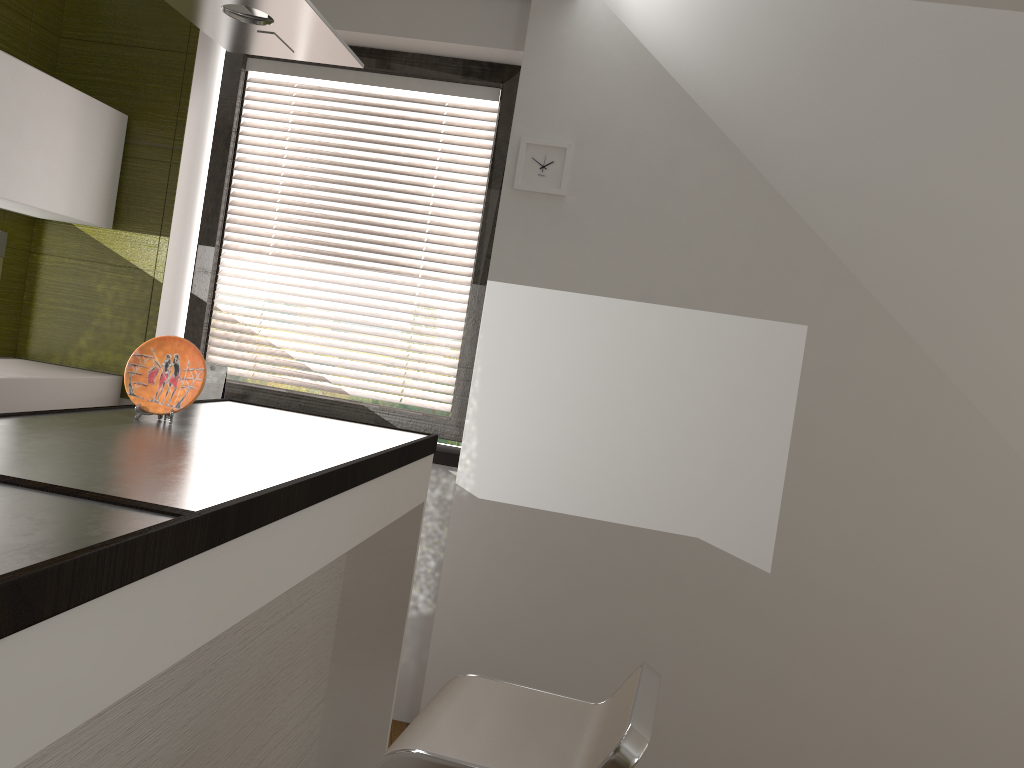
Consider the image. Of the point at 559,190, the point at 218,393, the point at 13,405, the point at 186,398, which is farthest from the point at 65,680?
the point at 218,393

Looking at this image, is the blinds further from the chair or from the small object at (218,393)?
the chair

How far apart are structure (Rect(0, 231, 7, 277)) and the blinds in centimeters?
77cm

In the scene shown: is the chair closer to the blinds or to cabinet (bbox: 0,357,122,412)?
the blinds

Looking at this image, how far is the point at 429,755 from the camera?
1.43m

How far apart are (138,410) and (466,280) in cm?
167

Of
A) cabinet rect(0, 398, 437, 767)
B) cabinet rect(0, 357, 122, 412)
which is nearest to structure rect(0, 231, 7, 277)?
cabinet rect(0, 357, 122, 412)

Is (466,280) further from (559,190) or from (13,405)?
(13,405)

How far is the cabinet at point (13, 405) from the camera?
2.79m

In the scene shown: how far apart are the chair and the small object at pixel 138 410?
0.90m
